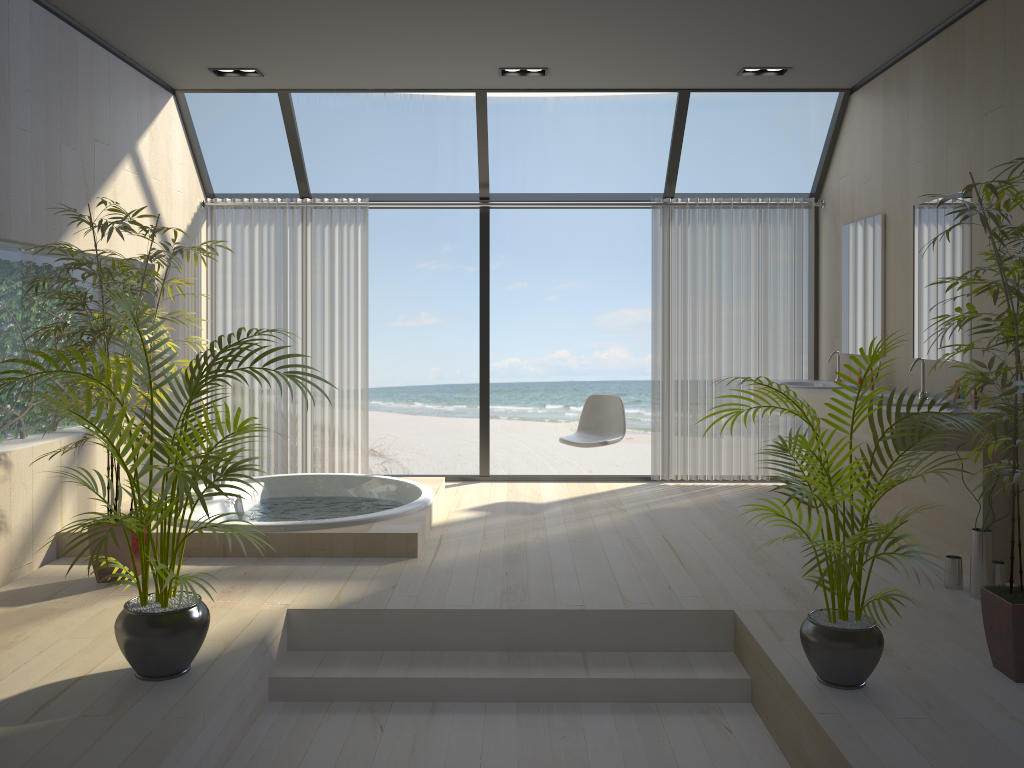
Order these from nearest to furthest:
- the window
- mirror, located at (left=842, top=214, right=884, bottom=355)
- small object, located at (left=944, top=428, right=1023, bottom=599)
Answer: small object, located at (left=944, top=428, right=1023, bottom=599)
mirror, located at (left=842, top=214, right=884, bottom=355)
the window

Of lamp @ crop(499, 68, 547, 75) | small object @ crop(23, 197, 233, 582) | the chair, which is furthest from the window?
small object @ crop(23, 197, 233, 582)

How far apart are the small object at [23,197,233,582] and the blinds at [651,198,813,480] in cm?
336

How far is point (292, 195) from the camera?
6.6 meters

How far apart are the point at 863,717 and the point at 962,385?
1.1 meters

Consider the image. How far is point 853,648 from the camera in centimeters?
281cm

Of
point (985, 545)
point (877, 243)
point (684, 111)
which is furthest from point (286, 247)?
point (985, 545)

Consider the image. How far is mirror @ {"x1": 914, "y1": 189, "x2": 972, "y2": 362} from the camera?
4.45m

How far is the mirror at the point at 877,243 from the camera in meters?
5.4

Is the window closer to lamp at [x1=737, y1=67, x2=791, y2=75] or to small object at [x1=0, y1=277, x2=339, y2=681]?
lamp at [x1=737, y1=67, x2=791, y2=75]
